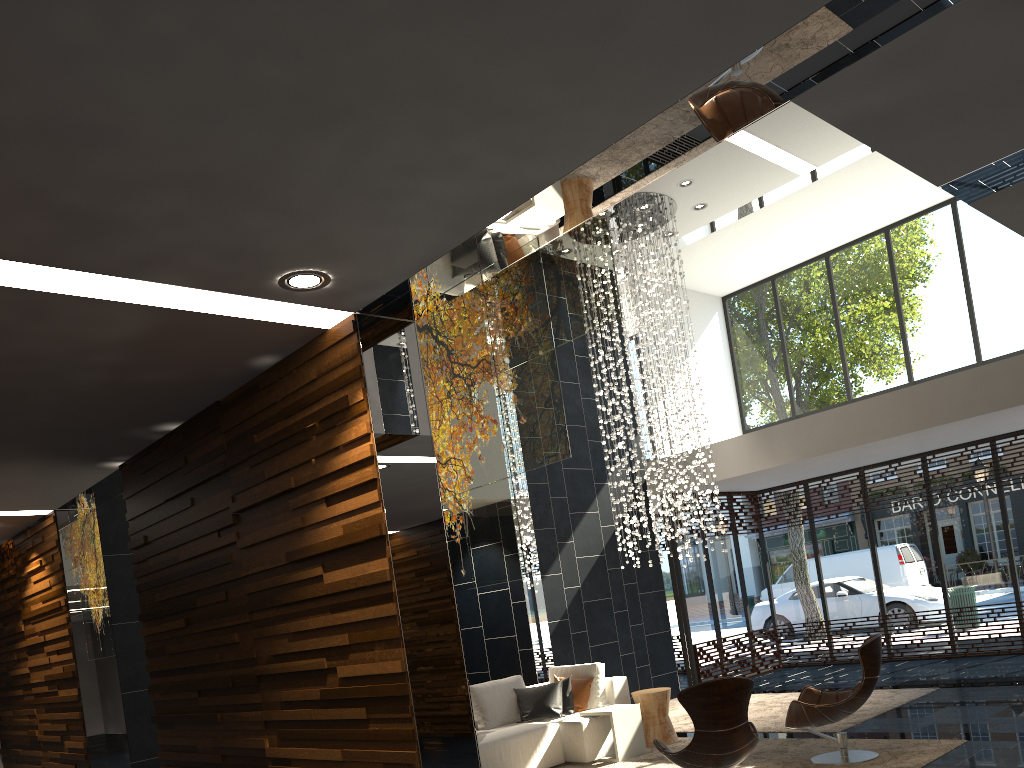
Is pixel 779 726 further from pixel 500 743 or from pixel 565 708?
pixel 500 743

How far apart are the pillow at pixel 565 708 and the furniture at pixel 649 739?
0.61m

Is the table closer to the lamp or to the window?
the lamp

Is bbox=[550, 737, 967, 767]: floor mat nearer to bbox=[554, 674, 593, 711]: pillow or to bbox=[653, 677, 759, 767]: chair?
bbox=[554, 674, 593, 711]: pillow

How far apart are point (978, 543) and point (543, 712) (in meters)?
6.75

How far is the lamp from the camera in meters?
10.5 m

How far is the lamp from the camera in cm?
1048

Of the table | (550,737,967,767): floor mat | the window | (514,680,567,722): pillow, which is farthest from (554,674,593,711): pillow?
the window

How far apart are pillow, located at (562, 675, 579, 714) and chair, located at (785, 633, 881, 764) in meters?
2.2

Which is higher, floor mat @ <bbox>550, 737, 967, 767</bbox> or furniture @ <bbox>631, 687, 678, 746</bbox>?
furniture @ <bbox>631, 687, 678, 746</bbox>
